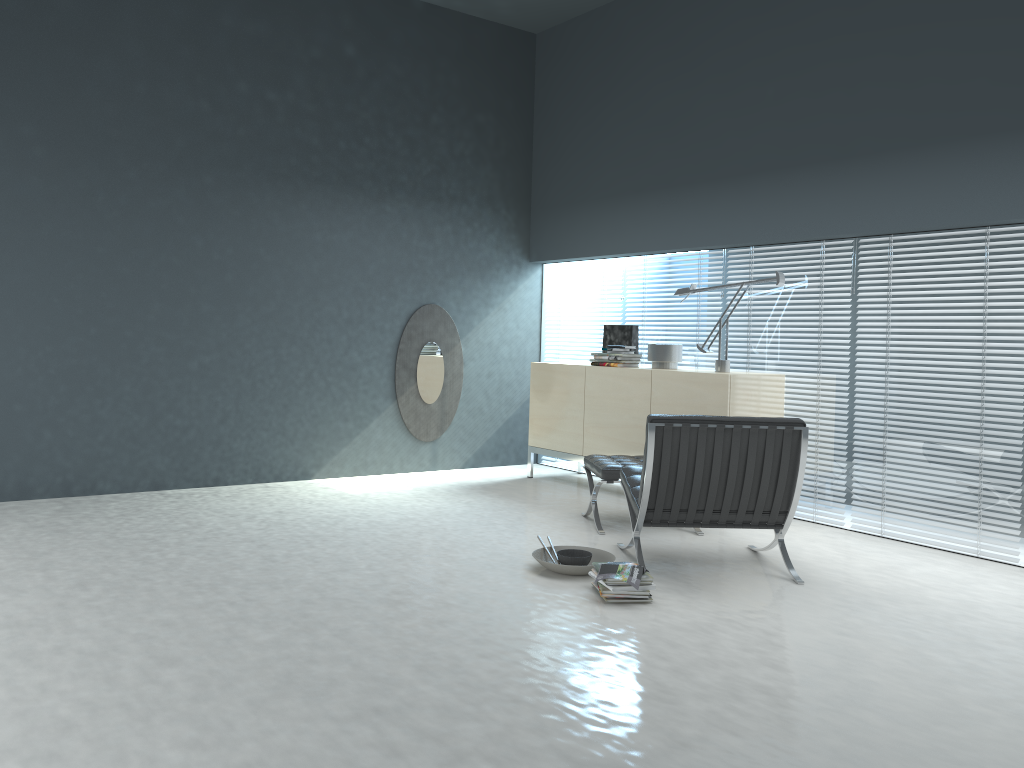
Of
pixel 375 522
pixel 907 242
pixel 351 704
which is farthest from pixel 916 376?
pixel 351 704

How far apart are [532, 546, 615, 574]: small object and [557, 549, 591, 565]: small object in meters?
0.1

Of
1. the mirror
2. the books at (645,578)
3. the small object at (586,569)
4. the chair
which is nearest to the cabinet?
the mirror

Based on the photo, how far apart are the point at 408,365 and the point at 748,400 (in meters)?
2.69

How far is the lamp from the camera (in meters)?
5.39

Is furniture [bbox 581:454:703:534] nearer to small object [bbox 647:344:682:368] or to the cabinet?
the cabinet

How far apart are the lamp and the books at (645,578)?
2.23m

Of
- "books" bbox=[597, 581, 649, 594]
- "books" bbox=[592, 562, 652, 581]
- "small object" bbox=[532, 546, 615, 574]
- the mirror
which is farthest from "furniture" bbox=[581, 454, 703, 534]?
the mirror

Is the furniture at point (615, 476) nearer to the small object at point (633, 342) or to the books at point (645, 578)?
the books at point (645, 578)

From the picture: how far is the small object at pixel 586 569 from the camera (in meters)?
3.98
